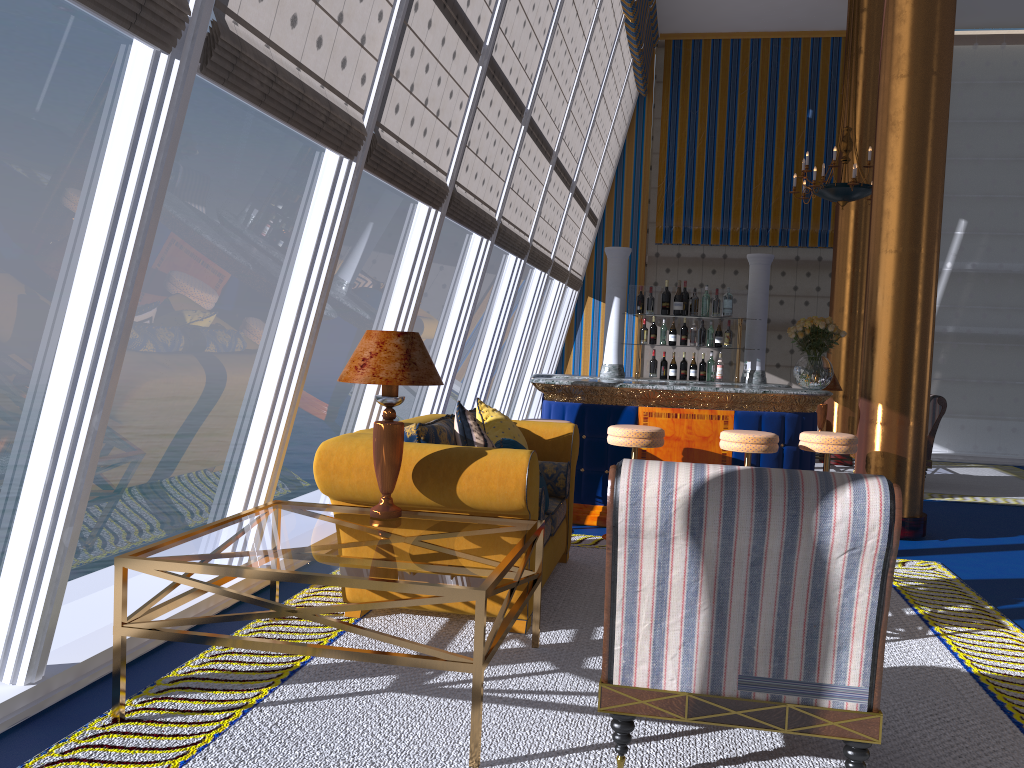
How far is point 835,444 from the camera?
6.0m

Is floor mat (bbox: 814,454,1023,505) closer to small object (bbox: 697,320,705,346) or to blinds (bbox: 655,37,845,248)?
small object (bbox: 697,320,705,346)

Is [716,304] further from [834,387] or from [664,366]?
[834,387]

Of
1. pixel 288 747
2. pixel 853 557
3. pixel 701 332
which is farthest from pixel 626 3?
pixel 288 747

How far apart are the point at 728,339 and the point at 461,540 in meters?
6.3

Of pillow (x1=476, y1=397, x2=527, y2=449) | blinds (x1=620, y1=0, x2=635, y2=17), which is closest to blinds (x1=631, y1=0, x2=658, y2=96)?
blinds (x1=620, y1=0, x2=635, y2=17)

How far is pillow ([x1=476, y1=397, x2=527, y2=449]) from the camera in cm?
488

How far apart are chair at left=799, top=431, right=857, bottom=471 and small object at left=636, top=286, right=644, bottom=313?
2.0 meters

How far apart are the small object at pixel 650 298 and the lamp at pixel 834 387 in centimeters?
370cm

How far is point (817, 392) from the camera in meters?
6.5
